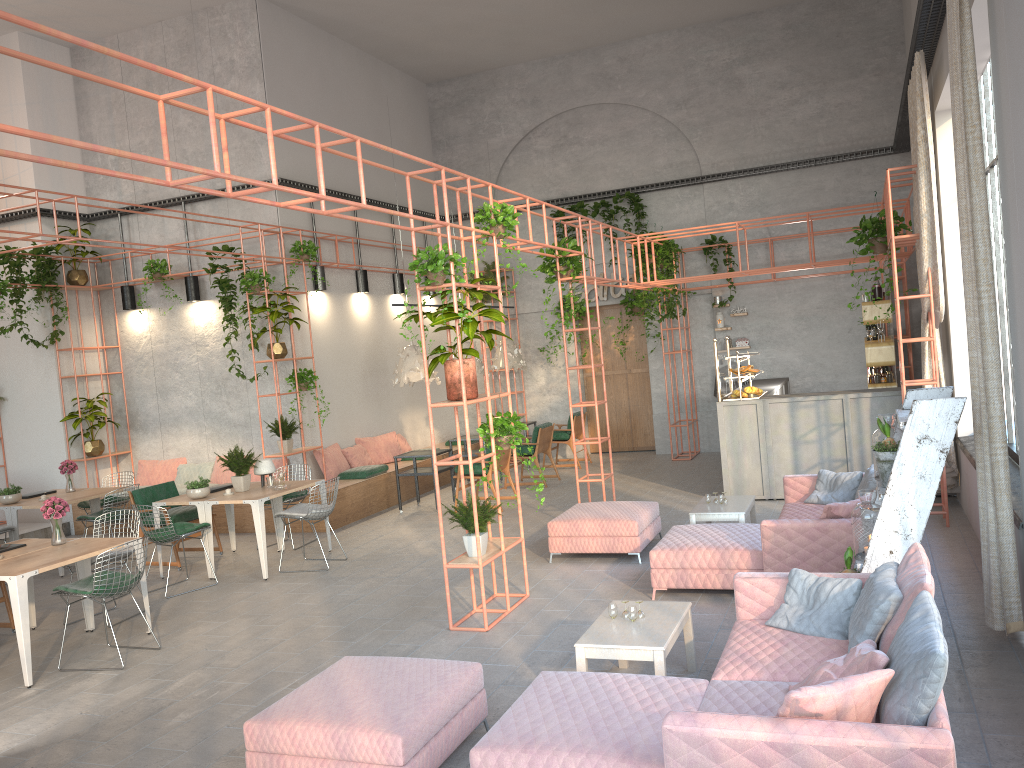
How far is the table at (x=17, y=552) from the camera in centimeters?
735cm

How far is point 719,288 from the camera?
15.24m

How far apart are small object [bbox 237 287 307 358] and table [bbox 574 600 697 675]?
7.09m

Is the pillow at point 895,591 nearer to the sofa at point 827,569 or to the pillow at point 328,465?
the sofa at point 827,569

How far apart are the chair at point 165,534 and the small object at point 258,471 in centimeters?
98cm

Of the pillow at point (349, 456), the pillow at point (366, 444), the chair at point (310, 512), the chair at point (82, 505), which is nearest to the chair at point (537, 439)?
the pillow at point (366, 444)

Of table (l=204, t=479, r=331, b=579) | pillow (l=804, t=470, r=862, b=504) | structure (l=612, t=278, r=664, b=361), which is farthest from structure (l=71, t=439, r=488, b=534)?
pillow (l=804, t=470, r=862, b=504)

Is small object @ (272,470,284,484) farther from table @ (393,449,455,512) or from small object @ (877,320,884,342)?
small object @ (877,320,884,342)

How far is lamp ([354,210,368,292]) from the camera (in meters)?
14.07

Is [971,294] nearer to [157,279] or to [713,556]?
[713,556]
